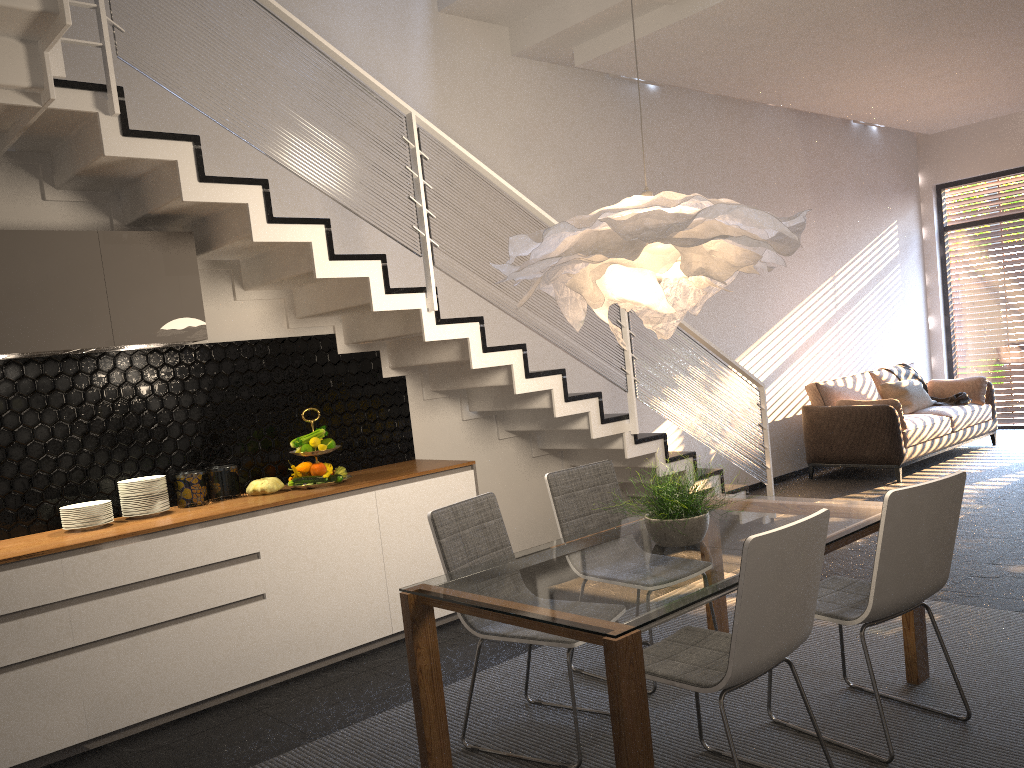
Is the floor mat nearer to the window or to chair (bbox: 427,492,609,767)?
chair (bbox: 427,492,609,767)

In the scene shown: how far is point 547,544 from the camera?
3.5m

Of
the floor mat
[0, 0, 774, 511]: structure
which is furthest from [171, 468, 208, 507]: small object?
the floor mat

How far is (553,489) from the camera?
4.0 meters

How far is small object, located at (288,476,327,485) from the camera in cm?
466

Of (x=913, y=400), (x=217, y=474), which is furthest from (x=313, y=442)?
(x=913, y=400)

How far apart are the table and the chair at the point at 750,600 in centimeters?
14cm

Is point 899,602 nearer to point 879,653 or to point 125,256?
point 879,653

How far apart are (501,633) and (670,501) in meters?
0.8

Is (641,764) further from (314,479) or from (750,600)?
(314,479)
